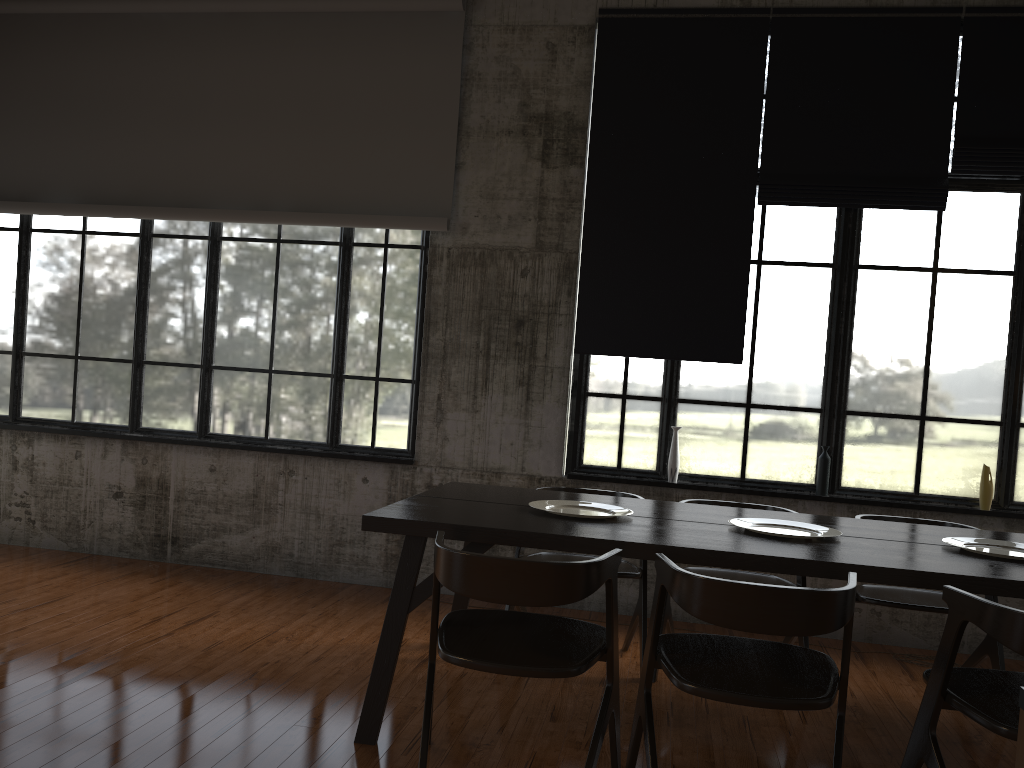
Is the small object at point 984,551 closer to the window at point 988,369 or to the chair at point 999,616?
the chair at point 999,616

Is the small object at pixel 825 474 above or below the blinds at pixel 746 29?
below

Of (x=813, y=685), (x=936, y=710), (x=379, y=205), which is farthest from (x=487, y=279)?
(x=936, y=710)

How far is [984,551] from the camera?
4.09m

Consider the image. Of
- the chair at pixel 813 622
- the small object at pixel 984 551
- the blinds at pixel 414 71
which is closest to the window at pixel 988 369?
the blinds at pixel 414 71

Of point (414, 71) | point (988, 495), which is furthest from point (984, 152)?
point (414, 71)

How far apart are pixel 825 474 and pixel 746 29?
3.23m

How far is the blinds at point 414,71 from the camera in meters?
6.7 m

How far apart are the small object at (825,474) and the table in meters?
1.3

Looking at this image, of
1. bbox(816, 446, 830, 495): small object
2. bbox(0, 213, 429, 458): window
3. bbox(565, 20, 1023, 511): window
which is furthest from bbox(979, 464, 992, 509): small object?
bbox(0, 213, 429, 458): window
